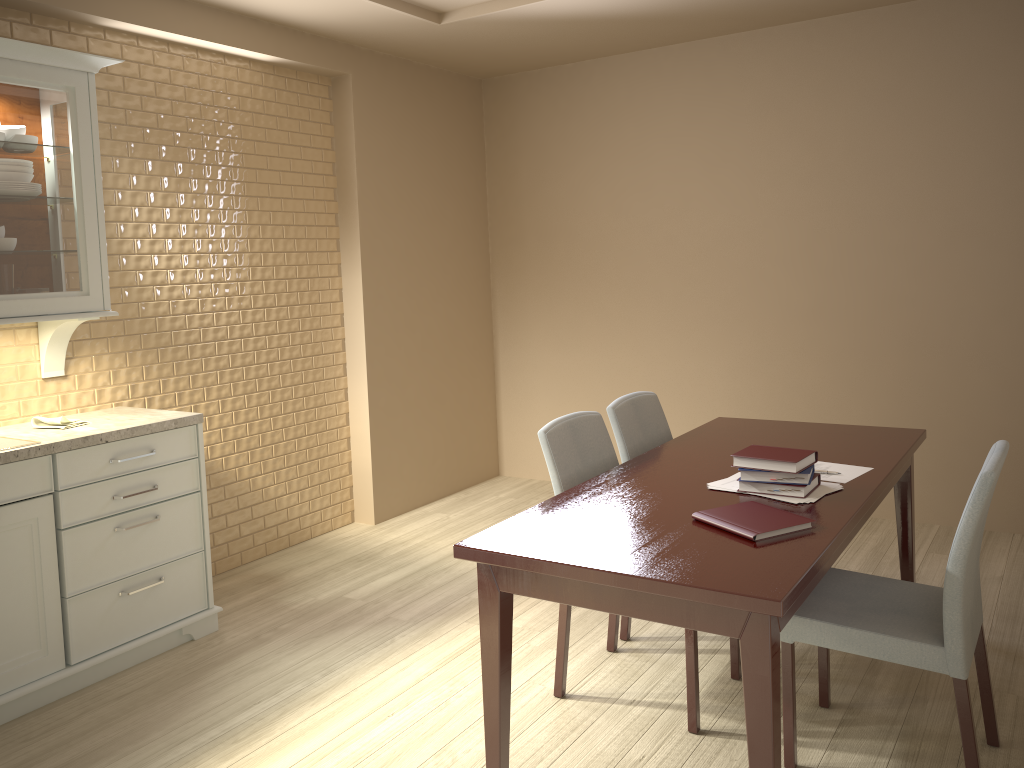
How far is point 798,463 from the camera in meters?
2.3 m

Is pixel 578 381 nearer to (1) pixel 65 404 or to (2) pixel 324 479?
(2) pixel 324 479

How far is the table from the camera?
1.74m

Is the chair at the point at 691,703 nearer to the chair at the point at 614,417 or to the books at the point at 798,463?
the chair at the point at 614,417

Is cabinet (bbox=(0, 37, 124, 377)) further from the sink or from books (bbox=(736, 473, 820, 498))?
books (bbox=(736, 473, 820, 498))

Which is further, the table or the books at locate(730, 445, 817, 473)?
the books at locate(730, 445, 817, 473)

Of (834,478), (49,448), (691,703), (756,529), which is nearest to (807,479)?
(834,478)

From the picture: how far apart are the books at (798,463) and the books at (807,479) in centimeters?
1cm

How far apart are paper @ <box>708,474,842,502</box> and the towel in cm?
220

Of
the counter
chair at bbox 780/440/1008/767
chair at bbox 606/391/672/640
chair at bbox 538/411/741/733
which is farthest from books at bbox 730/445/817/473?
the counter
